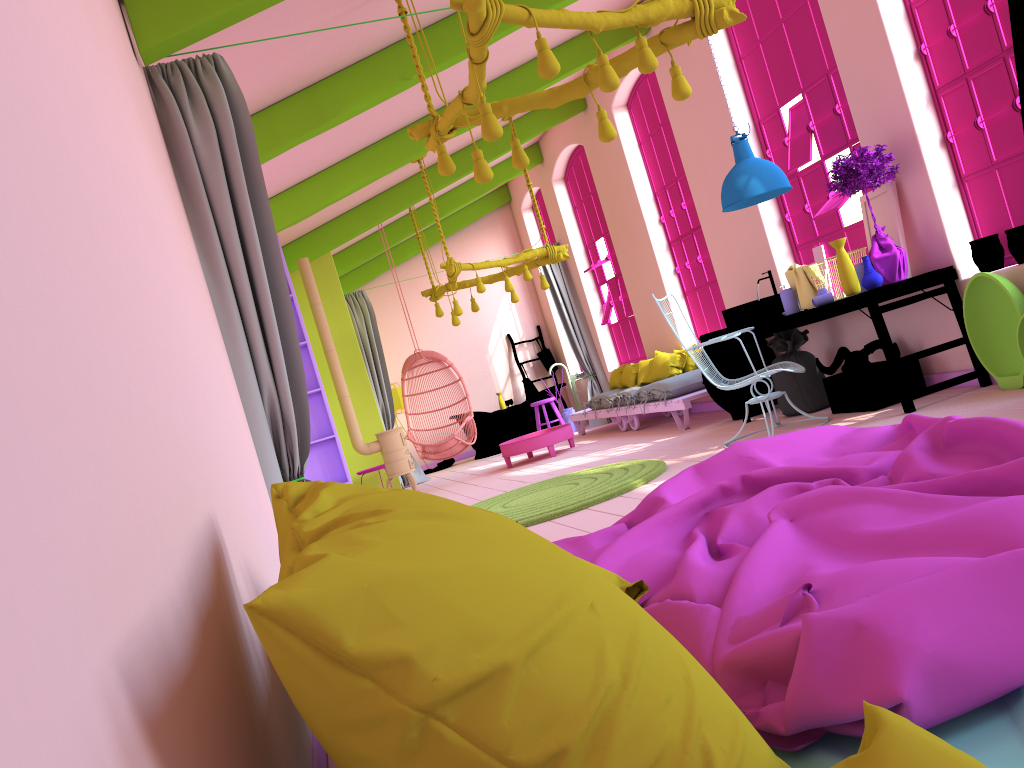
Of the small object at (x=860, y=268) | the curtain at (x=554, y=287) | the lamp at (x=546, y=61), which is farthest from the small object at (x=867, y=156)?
the curtain at (x=554, y=287)

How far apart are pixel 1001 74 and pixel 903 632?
5.22m

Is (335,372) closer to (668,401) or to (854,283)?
(668,401)

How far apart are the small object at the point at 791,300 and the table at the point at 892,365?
0.1m

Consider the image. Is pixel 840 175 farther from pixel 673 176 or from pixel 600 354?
pixel 600 354

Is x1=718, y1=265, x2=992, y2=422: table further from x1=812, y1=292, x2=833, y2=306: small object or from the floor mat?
the floor mat

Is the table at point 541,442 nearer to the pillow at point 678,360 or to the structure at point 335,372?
the pillow at point 678,360

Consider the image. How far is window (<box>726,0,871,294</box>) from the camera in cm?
679

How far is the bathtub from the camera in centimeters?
1310cm

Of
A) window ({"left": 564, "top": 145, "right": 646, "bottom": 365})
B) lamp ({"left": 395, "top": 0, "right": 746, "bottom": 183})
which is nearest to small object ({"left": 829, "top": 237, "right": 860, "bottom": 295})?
lamp ({"left": 395, "top": 0, "right": 746, "bottom": 183})
